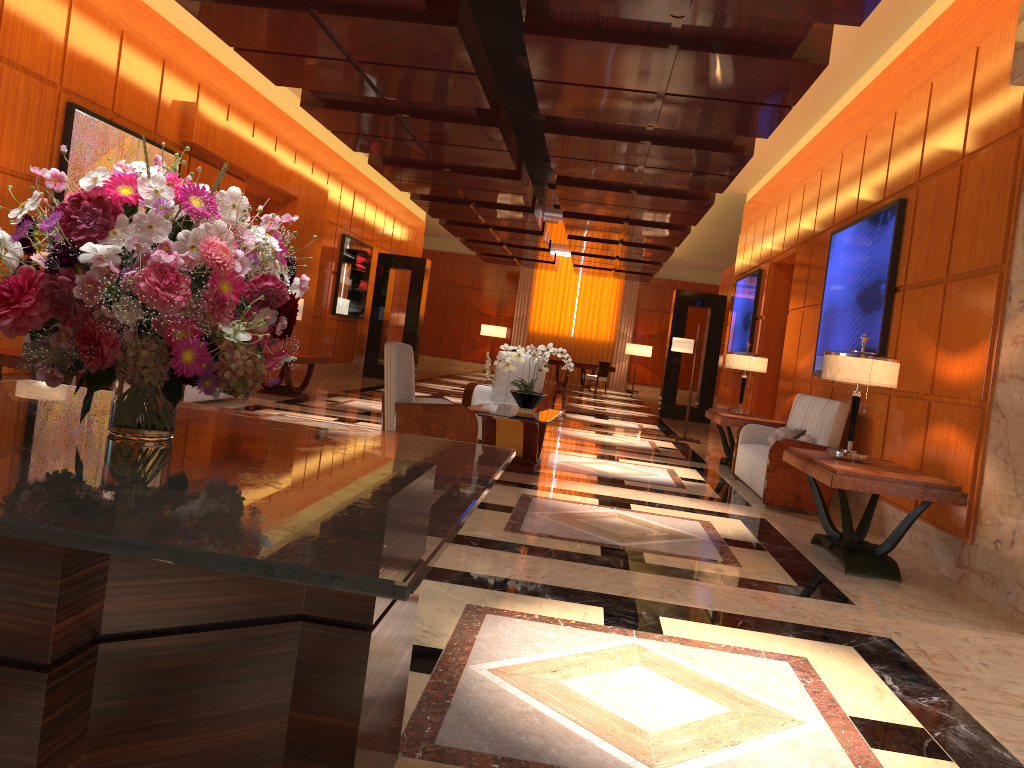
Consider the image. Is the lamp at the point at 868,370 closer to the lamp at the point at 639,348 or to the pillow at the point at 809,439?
the pillow at the point at 809,439

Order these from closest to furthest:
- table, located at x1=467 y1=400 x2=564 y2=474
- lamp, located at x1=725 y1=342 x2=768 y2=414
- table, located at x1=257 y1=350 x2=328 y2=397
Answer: table, located at x1=467 y1=400 x2=564 y2=474, lamp, located at x1=725 y1=342 x2=768 y2=414, table, located at x1=257 y1=350 x2=328 y2=397

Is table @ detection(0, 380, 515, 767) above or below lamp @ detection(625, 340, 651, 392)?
below

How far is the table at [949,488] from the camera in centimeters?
487cm

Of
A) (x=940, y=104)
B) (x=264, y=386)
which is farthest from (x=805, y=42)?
(x=264, y=386)

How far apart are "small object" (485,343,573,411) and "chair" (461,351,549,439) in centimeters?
121cm

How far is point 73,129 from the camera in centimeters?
744cm

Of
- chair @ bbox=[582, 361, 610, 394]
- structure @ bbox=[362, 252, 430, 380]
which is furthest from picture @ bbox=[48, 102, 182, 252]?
chair @ bbox=[582, 361, 610, 394]

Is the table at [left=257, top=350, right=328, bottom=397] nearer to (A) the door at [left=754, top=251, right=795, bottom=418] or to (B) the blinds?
(A) the door at [left=754, top=251, right=795, bottom=418]

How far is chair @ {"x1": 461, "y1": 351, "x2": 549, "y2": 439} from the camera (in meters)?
9.04
